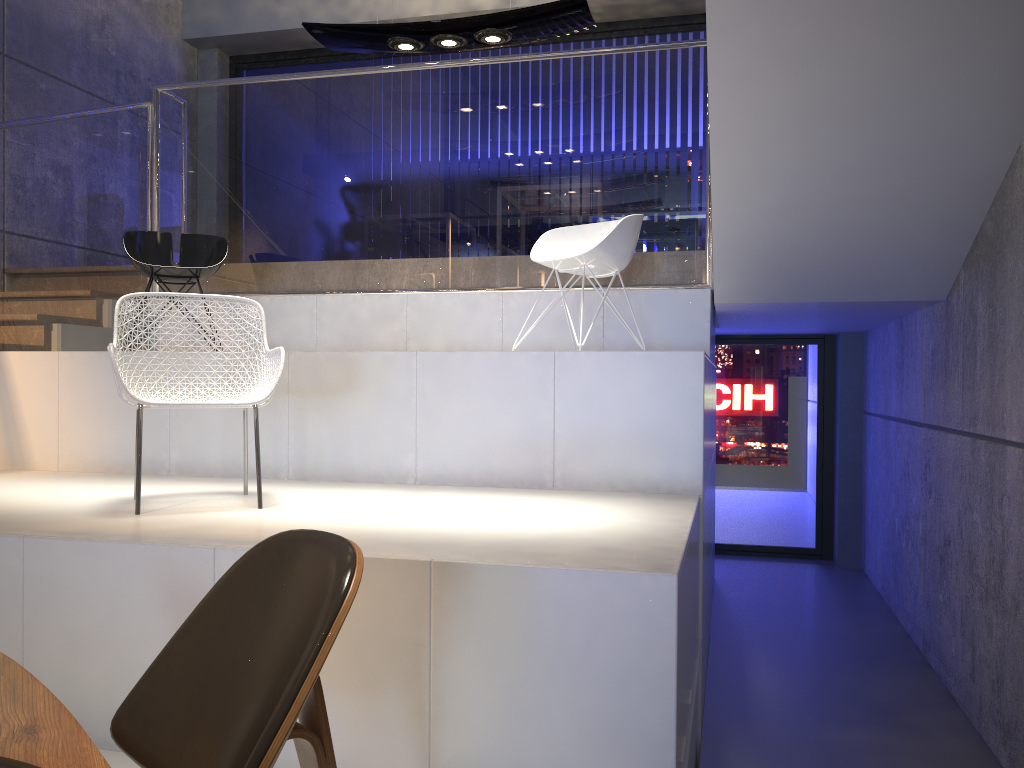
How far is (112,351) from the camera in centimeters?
295cm

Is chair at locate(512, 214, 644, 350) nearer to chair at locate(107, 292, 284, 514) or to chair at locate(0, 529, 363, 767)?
chair at locate(107, 292, 284, 514)

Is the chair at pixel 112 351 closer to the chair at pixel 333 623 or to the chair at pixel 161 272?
the chair at pixel 333 623

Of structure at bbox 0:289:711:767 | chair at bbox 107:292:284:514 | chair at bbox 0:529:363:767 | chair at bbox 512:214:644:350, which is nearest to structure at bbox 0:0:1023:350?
structure at bbox 0:289:711:767

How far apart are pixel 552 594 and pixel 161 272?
3.7m

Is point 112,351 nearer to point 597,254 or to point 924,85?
point 597,254

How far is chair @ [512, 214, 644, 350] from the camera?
4.40m

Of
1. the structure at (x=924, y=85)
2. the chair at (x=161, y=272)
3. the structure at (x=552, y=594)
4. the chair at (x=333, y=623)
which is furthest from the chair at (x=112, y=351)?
the structure at (x=924, y=85)

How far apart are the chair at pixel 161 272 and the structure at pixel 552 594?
0.5m

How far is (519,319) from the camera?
5.4 meters
